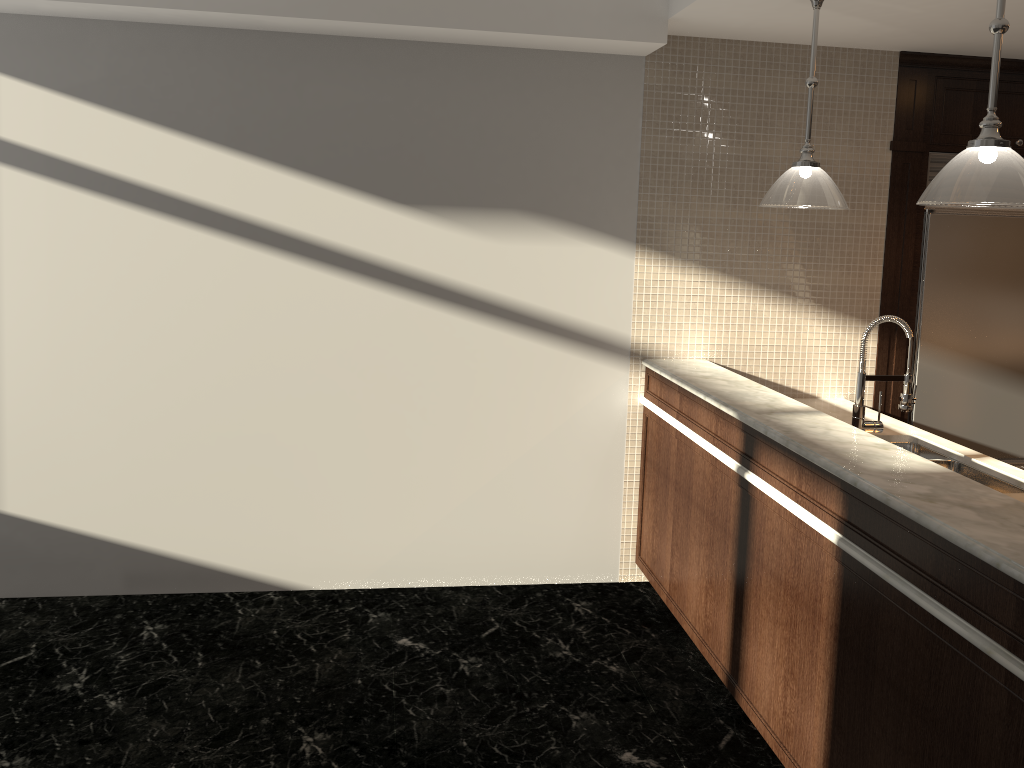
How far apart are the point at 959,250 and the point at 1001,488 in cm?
162

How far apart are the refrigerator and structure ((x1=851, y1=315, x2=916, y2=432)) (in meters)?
1.35

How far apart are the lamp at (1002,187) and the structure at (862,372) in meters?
0.8

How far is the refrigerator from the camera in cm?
432

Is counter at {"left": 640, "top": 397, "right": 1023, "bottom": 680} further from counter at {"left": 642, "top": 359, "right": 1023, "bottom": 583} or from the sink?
counter at {"left": 642, "top": 359, "right": 1023, "bottom": 583}

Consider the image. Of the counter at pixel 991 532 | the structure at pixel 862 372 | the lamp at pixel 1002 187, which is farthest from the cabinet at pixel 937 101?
the lamp at pixel 1002 187

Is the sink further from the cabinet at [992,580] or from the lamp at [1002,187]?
the lamp at [1002,187]

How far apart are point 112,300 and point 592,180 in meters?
2.2 m

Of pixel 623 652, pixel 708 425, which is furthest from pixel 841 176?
pixel 623 652

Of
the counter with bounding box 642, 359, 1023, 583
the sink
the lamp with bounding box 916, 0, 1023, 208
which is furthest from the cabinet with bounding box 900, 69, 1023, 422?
the lamp with bounding box 916, 0, 1023, 208
